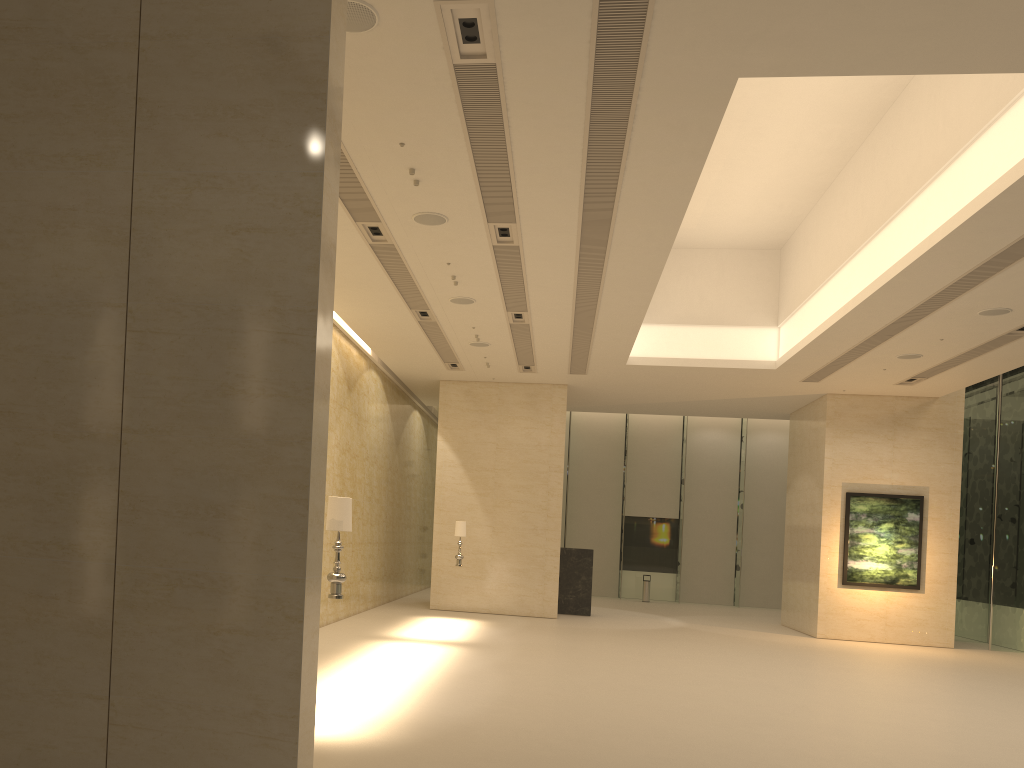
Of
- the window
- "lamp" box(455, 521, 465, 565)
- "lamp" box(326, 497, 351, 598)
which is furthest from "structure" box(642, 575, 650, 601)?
"lamp" box(326, 497, 351, 598)

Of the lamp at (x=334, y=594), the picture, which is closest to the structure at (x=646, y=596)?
the picture

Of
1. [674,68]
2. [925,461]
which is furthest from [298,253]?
[925,461]

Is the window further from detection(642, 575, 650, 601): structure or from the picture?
the picture

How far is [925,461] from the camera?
21.58m

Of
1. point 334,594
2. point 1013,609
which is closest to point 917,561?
point 1013,609

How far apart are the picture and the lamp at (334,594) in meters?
16.3

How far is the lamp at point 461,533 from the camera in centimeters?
1953cm

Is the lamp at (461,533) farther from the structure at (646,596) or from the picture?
the structure at (646,596)

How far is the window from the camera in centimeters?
2114cm
